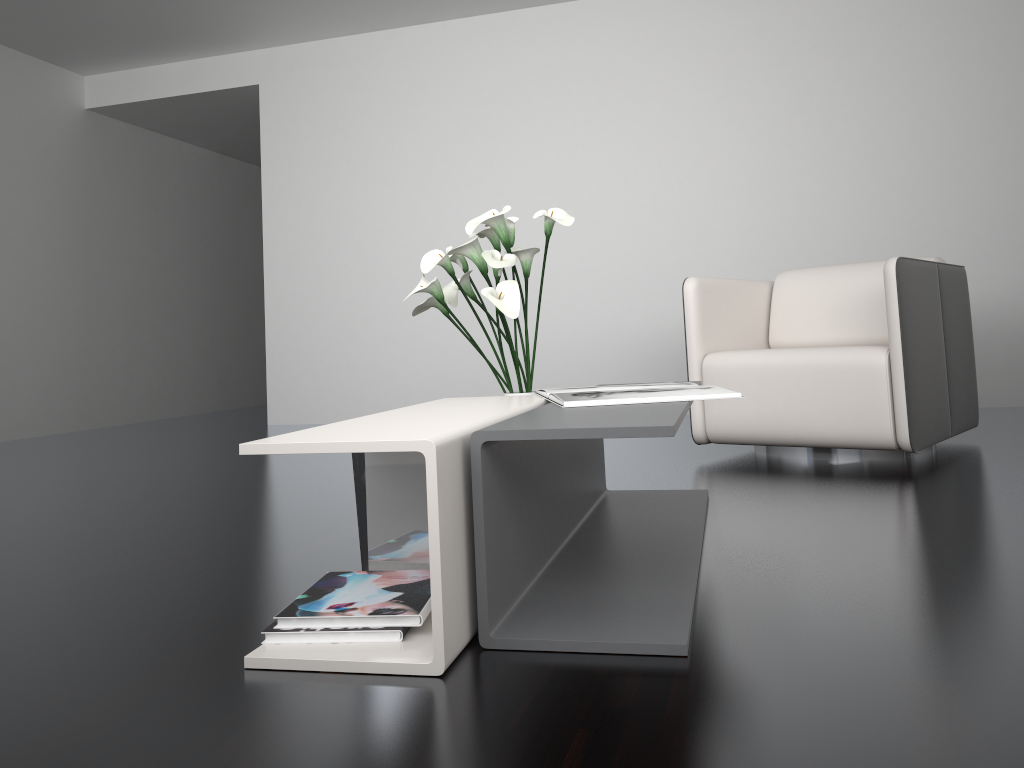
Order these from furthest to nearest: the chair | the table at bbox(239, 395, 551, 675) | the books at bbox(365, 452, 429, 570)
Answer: the chair → the books at bbox(365, 452, 429, 570) → the table at bbox(239, 395, 551, 675)

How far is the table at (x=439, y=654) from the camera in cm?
123

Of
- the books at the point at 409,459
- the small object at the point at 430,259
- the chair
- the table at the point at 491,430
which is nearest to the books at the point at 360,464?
the books at the point at 409,459

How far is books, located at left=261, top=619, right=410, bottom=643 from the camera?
1.33m

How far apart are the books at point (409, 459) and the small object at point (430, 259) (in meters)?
0.64

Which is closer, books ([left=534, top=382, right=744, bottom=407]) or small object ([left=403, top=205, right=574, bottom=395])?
books ([left=534, top=382, right=744, bottom=407])

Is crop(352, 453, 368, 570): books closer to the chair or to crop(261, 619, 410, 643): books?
crop(261, 619, 410, 643): books

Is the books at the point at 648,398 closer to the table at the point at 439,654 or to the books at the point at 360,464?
the table at the point at 439,654

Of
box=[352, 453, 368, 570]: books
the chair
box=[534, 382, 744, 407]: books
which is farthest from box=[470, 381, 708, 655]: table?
the chair

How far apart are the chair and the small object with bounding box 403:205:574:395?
1.0m
